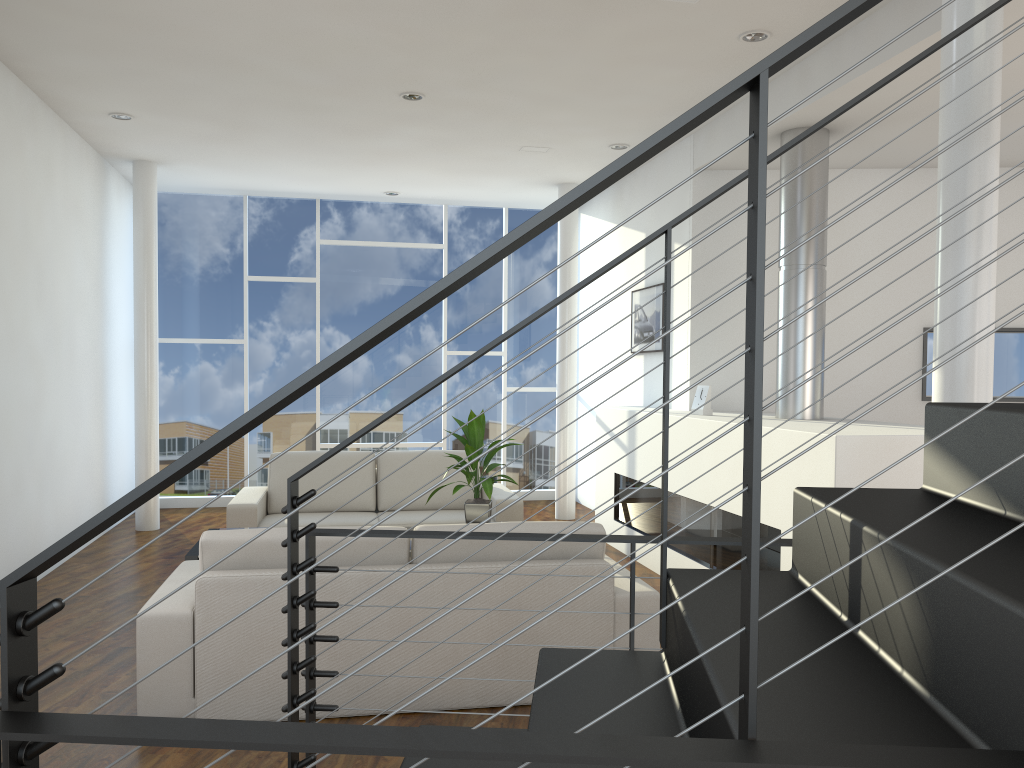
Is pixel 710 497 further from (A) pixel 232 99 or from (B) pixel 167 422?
(B) pixel 167 422

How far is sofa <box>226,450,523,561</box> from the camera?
4.85m

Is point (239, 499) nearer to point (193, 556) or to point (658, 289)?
point (193, 556)

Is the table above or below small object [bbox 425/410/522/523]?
below

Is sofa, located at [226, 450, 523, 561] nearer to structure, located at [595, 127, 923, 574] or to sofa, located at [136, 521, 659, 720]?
structure, located at [595, 127, 923, 574]

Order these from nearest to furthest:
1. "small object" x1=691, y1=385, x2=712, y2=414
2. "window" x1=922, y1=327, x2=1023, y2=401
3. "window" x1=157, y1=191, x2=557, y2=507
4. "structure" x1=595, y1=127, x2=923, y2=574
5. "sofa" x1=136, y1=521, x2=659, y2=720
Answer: "sofa" x1=136, y1=521, x2=659, y2=720 < "structure" x1=595, y1=127, x2=923, y2=574 < "small object" x1=691, y1=385, x2=712, y2=414 < "window" x1=922, y1=327, x2=1023, y2=401 < "window" x1=157, y1=191, x2=557, y2=507

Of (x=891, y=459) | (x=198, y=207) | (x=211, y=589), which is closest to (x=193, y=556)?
(x=211, y=589)

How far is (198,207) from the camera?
6.8 meters

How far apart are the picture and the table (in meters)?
2.94

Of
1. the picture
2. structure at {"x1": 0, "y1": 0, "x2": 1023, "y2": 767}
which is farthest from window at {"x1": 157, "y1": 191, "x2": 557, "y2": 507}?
structure at {"x1": 0, "y1": 0, "x2": 1023, "y2": 767}
